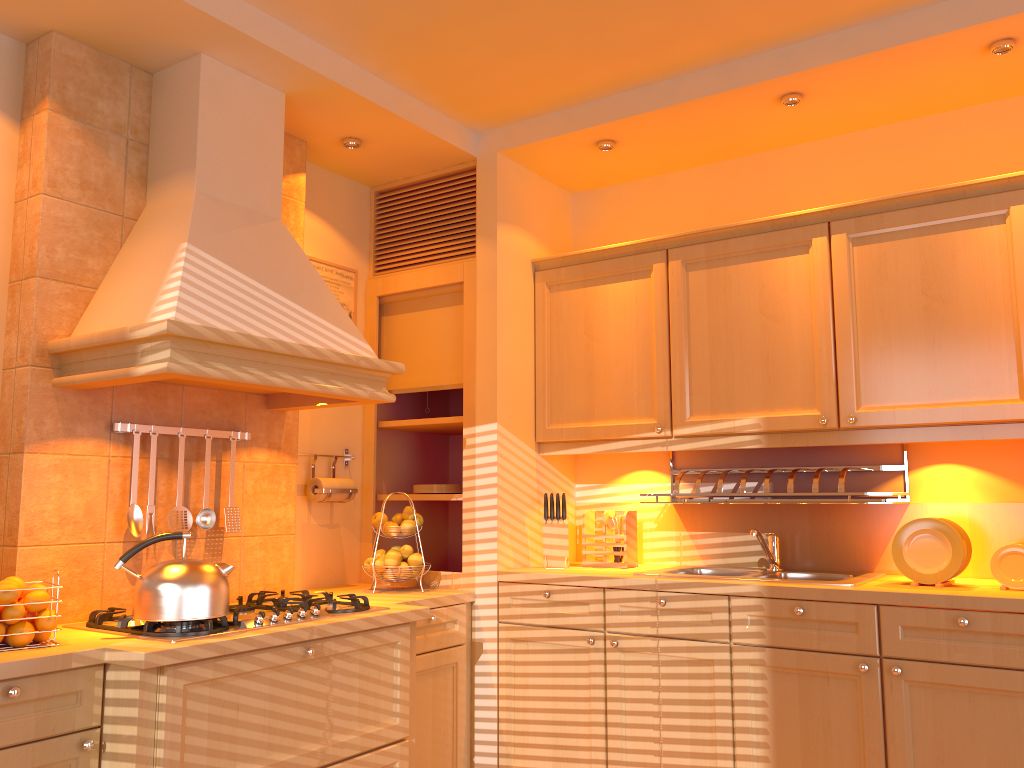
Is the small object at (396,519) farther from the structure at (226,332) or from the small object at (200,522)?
the small object at (200,522)

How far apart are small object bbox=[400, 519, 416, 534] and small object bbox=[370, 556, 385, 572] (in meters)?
0.17

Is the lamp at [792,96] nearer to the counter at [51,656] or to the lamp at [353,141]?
the lamp at [353,141]

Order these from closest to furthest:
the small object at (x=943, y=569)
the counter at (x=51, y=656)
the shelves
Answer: the counter at (x=51, y=656)
the small object at (x=943, y=569)
the shelves

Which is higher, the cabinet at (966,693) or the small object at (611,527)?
the small object at (611,527)

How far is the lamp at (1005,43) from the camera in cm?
268

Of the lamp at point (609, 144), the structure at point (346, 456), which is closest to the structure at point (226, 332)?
the structure at point (346, 456)

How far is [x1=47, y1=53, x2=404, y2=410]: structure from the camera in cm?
237

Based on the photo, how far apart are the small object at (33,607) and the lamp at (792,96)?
2.7m

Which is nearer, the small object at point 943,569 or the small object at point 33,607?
the small object at point 33,607
